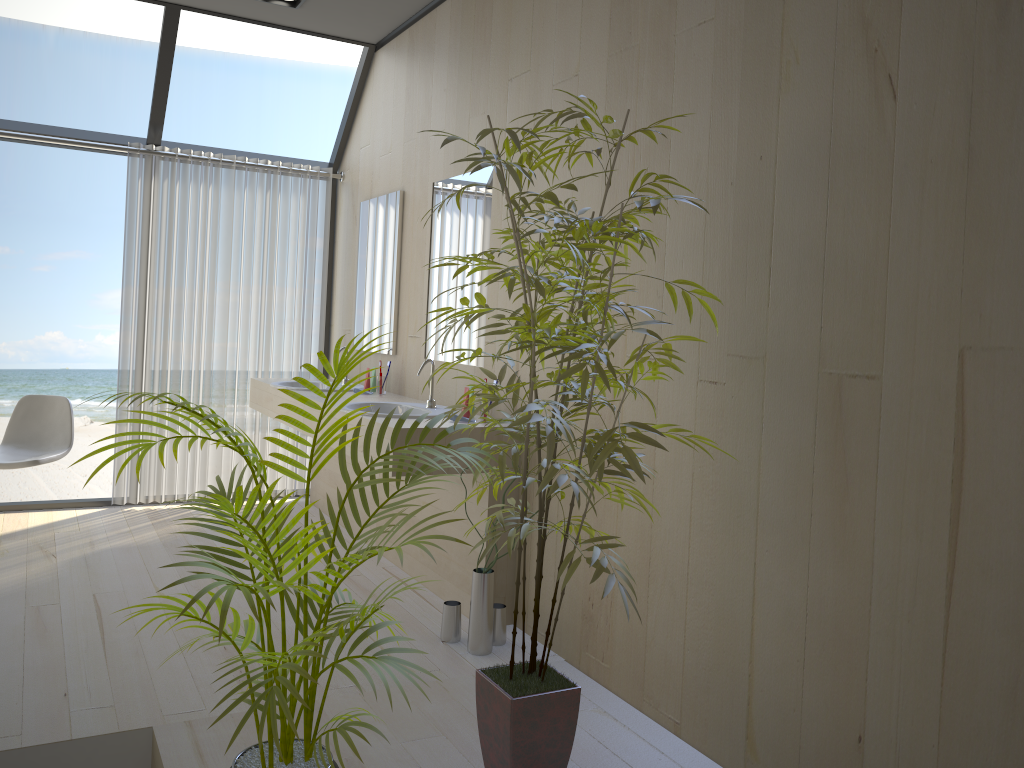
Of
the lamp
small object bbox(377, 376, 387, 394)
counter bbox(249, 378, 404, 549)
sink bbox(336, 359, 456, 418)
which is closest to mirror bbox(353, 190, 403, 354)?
small object bbox(377, 376, 387, 394)

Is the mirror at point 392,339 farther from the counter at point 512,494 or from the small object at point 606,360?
the small object at point 606,360

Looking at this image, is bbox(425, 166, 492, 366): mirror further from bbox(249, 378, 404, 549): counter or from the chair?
the chair

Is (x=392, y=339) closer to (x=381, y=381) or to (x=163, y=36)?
(x=381, y=381)

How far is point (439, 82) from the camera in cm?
424

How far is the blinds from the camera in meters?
5.1

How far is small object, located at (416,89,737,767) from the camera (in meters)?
1.97

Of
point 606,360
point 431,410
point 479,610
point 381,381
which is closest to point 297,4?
point 381,381

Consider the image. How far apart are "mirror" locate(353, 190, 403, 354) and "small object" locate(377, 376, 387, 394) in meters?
0.2

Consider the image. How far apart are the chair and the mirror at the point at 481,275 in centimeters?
A: 201cm
